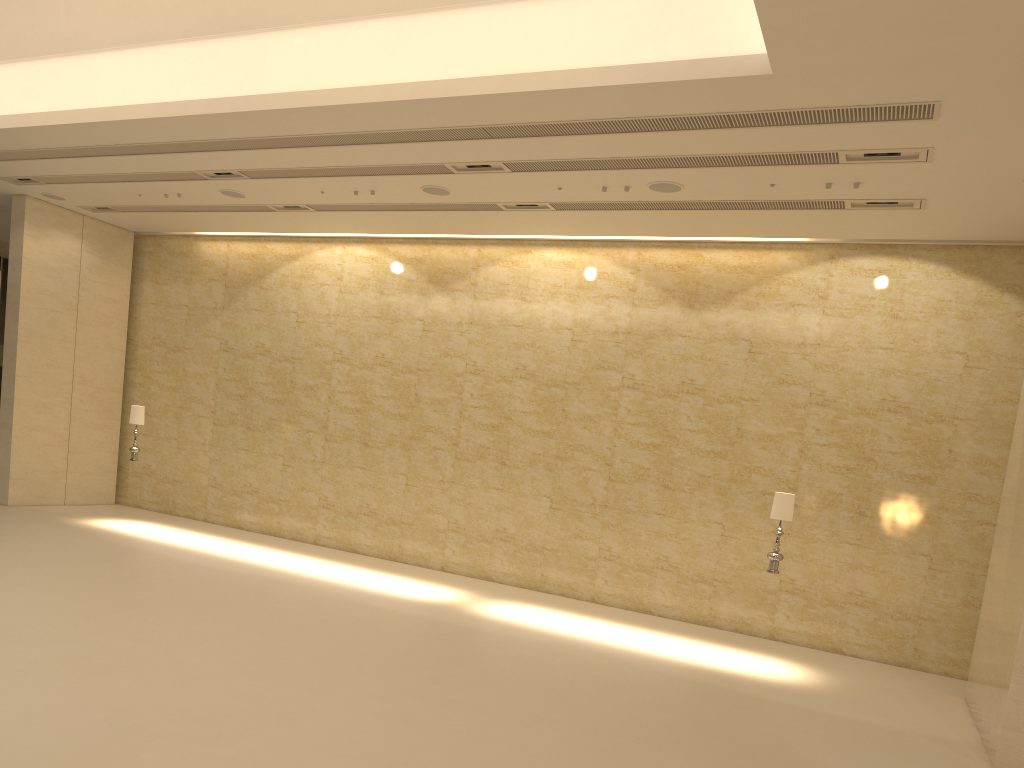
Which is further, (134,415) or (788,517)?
(134,415)

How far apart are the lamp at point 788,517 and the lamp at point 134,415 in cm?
1098

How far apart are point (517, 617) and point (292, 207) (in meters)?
7.98

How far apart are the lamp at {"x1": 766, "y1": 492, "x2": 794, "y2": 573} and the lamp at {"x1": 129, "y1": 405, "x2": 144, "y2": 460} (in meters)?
10.98

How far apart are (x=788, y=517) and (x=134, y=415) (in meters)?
11.24

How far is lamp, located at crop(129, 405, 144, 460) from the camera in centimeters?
1558cm

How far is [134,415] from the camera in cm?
1558

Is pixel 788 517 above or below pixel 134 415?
below

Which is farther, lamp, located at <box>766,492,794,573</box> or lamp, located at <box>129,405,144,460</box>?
lamp, located at <box>129,405,144,460</box>

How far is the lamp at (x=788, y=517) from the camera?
11.1m
